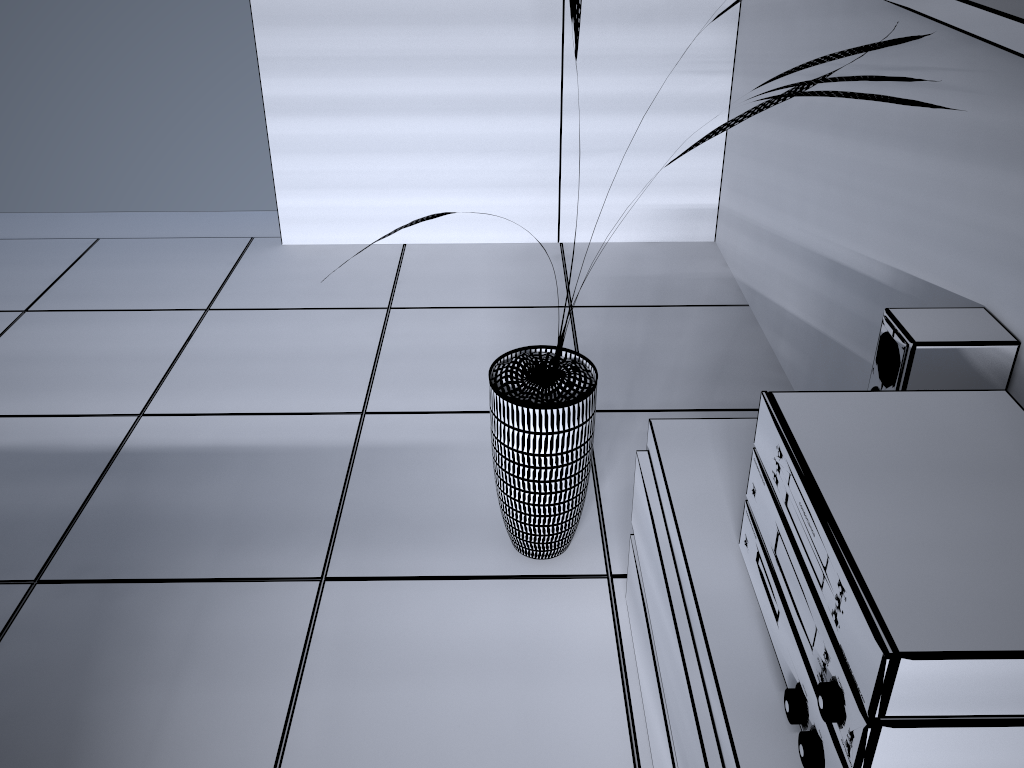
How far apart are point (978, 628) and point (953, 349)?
0.7m

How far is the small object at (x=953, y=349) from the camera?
1.38m

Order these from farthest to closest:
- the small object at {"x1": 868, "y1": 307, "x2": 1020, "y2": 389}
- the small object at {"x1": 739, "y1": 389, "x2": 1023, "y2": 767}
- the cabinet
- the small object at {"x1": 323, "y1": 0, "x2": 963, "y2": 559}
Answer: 1. the small object at {"x1": 323, "y1": 0, "x2": 963, "y2": 559}
2. the small object at {"x1": 868, "y1": 307, "x2": 1020, "y2": 389}
3. the cabinet
4. the small object at {"x1": 739, "y1": 389, "x2": 1023, "y2": 767}

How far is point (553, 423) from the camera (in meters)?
1.69

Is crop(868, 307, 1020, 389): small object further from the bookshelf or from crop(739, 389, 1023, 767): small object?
the bookshelf

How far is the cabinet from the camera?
1.10m

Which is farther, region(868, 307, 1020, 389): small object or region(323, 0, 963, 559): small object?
region(323, 0, 963, 559): small object

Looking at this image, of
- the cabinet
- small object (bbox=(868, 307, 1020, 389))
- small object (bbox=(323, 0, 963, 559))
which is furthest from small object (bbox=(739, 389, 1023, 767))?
small object (bbox=(323, 0, 963, 559))

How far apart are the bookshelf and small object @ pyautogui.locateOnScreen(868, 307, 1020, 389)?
0.5 meters

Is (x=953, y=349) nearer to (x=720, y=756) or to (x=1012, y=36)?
(x=1012, y=36)
